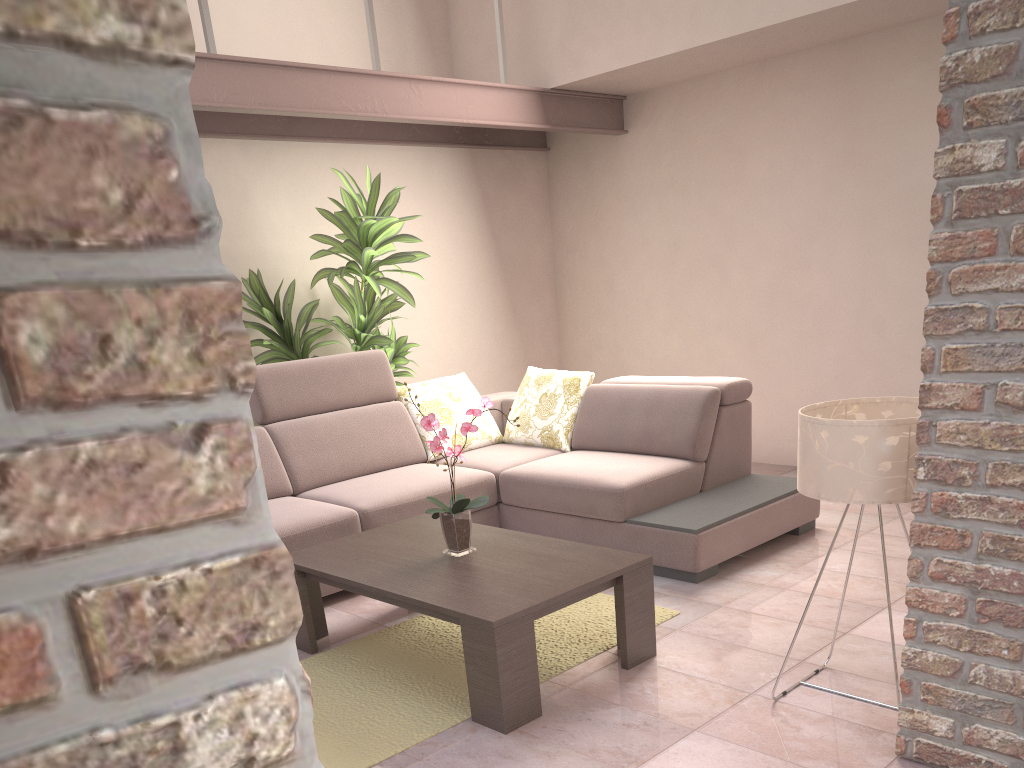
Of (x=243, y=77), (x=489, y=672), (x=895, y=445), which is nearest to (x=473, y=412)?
(x=489, y=672)

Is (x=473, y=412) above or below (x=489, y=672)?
above

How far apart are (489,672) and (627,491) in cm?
155

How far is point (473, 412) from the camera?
2.9m

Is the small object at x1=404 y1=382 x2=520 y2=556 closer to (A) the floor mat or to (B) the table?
(B) the table

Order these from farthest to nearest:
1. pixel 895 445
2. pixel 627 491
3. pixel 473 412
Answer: pixel 627 491 → pixel 473 412 → pixel 895 445

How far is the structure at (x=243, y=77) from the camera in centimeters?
386cm

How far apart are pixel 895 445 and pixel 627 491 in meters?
1.7

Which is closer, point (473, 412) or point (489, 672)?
point (489, 672)

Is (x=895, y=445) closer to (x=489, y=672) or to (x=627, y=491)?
(x=489, y=672)
